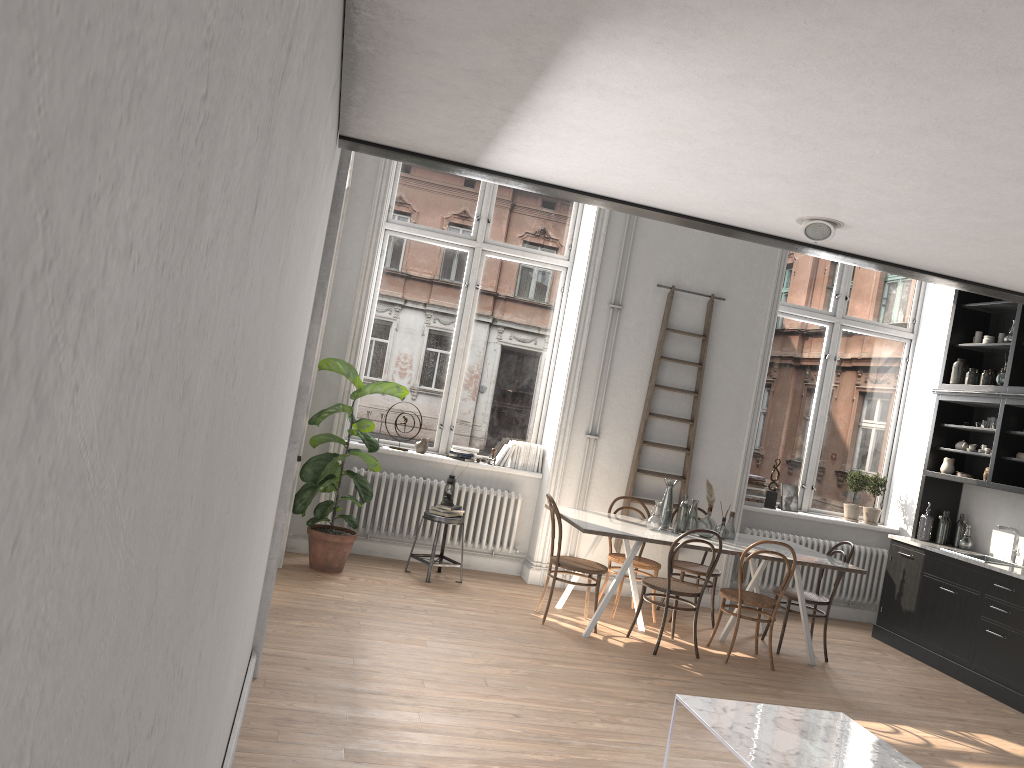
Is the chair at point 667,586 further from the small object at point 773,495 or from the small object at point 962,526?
the small object at point 962,526

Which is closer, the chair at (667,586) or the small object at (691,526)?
the chair at (667,586)

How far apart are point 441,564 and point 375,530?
0.74m

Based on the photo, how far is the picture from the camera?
8.5m

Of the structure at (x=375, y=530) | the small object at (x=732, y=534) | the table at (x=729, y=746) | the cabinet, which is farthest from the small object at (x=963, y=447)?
the table at (x=729, y=746)

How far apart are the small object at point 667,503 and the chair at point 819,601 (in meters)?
1.07

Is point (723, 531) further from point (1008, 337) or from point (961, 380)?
point (1008, 337)

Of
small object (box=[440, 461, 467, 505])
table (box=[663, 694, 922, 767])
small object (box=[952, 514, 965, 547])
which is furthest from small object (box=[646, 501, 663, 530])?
small object (box=[952, 514, 965, 547])

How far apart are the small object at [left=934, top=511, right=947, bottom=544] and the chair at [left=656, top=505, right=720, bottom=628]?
2.2 meters

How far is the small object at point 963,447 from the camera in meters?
7.9 m
